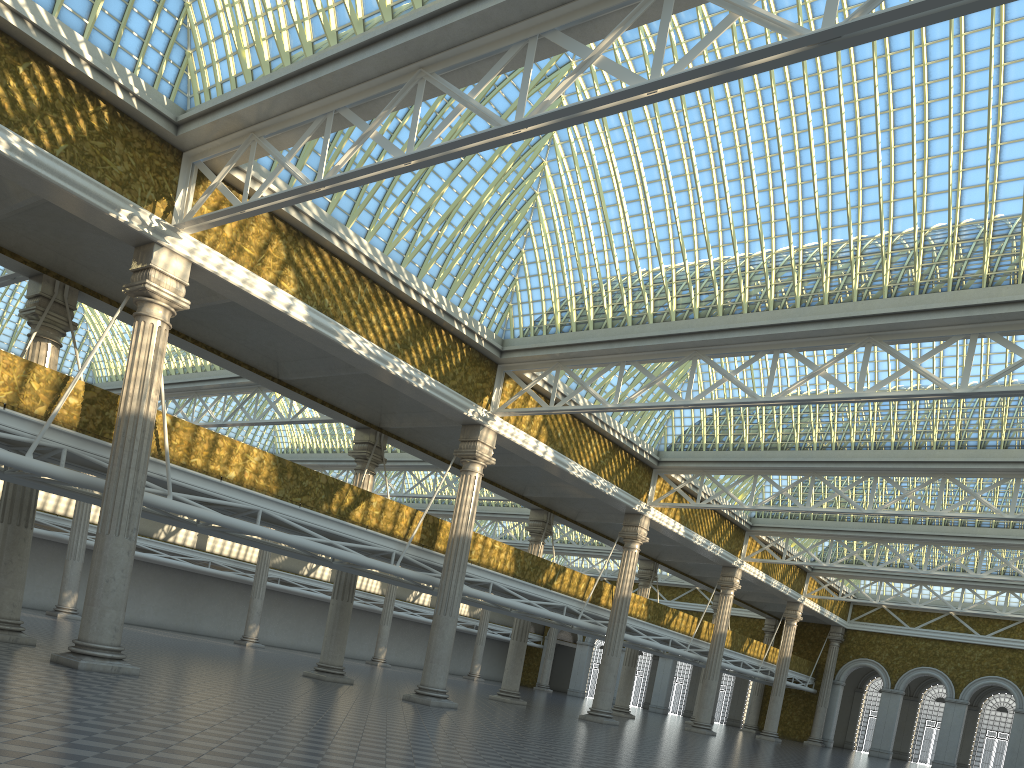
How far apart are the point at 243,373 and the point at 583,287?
11.3m

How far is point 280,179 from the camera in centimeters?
2159cm

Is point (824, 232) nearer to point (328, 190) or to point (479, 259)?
point (479, 259)
